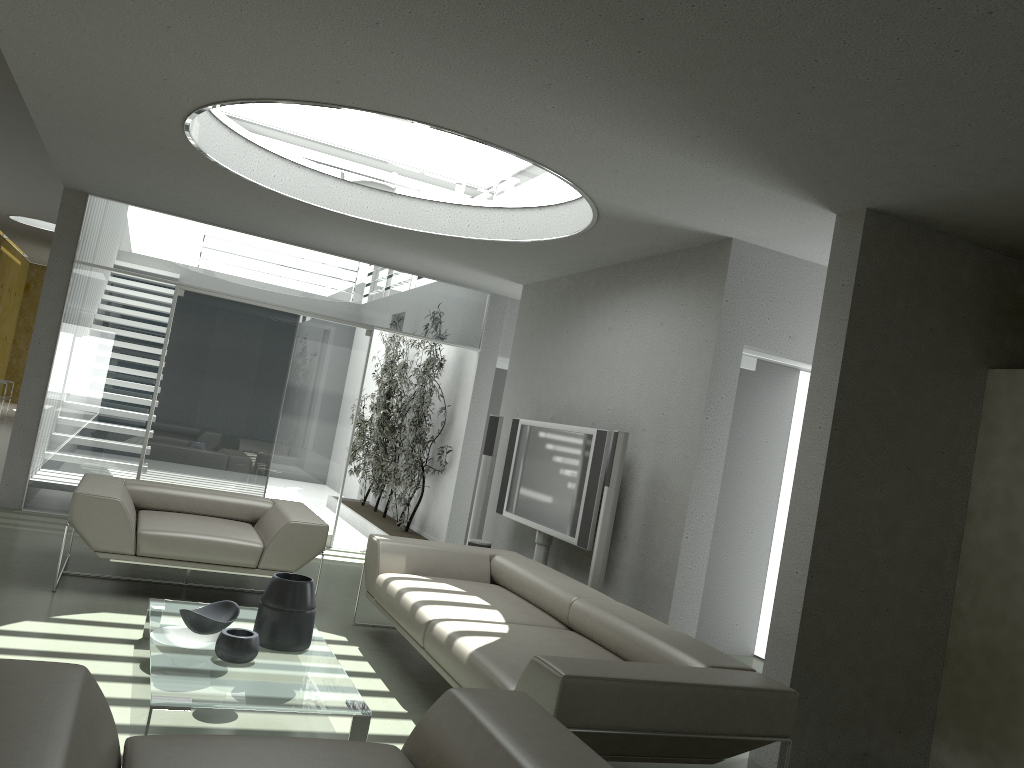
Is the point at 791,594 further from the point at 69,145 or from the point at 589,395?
the point at 69,145

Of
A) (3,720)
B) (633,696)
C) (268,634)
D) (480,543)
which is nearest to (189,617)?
(268,634)

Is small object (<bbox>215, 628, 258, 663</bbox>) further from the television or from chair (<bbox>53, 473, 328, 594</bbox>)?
the television

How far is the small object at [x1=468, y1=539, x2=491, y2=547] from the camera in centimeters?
693cm

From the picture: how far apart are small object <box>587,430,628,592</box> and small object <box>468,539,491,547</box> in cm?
180

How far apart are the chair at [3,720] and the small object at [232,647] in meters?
1.4

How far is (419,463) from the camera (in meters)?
9.21

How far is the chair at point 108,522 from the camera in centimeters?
508cm

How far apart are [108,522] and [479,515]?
3.1 meters

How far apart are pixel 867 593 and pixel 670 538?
1.23m
